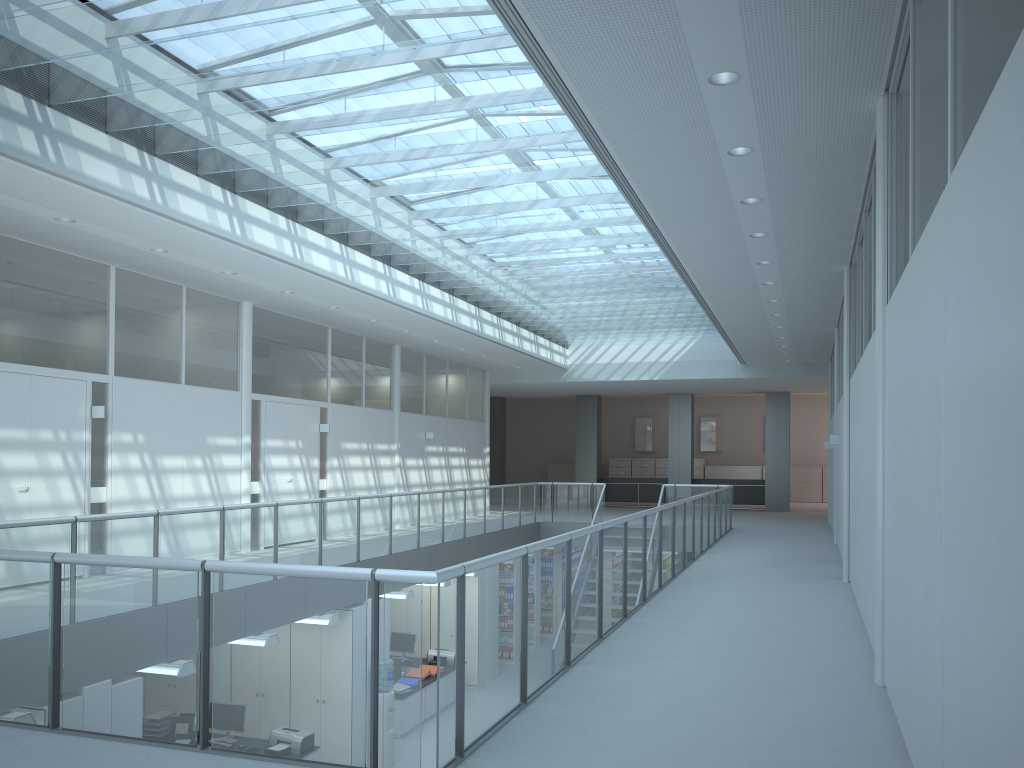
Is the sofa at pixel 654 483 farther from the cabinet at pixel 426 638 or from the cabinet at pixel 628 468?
the cabinet at pixel 426 638

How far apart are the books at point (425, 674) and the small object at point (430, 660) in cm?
68

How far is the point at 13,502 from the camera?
7.58m

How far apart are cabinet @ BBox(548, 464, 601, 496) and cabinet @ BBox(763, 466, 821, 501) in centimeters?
660cm

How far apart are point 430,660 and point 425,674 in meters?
0.8 m

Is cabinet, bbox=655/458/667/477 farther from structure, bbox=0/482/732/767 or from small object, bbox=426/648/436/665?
small object, bbox=426/648/436/665

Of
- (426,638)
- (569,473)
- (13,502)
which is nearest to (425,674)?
(426,638)

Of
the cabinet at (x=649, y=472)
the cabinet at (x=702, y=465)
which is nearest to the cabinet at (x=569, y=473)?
the cabinet at (x=649, y=472)

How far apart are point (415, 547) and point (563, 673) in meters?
6.7

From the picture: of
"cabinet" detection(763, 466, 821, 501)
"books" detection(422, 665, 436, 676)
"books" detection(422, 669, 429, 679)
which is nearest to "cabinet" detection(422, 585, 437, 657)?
"books" detection(422, 665, 436, 676)
